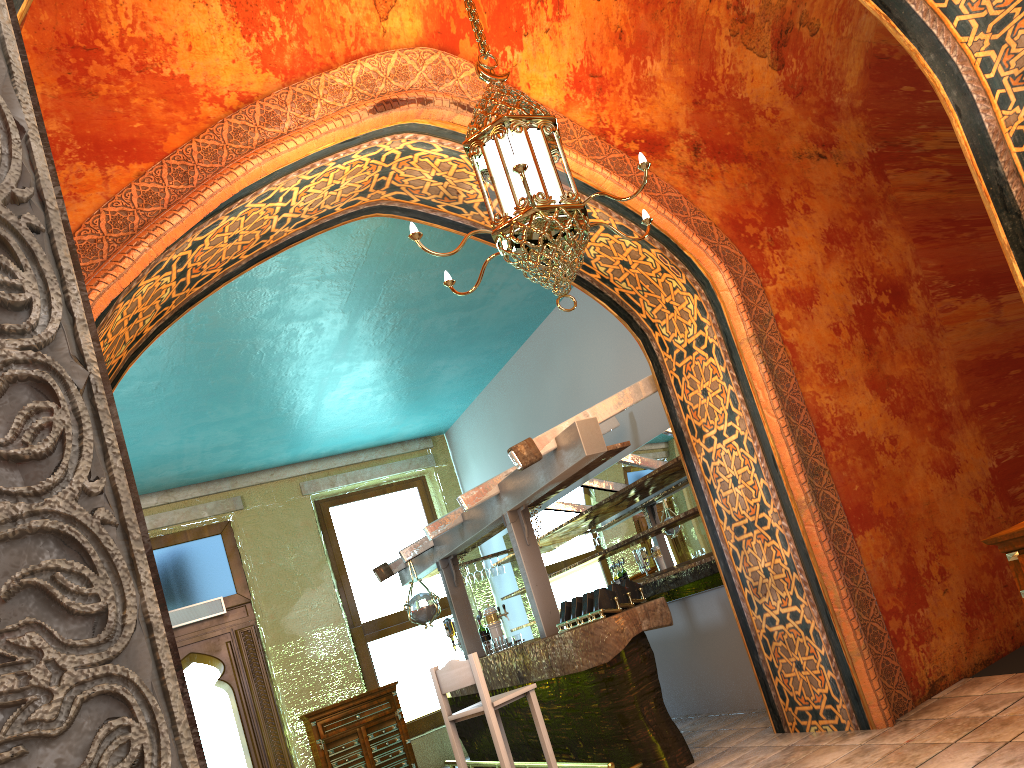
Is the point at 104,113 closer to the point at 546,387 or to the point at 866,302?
the point at 866,302

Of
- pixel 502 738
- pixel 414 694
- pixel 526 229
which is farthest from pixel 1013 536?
pixel 414 694

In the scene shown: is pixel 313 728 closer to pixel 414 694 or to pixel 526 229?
pixel 414 694

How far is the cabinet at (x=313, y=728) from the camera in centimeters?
1058cm

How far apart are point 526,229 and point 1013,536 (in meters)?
2.40

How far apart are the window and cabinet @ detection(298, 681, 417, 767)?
0.7 meters

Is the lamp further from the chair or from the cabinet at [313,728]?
the cabinet at [313,728]

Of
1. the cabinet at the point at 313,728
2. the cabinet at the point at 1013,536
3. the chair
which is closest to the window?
the cabinet at the point at 313,728

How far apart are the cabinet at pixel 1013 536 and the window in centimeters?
947cm

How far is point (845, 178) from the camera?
6.58m
